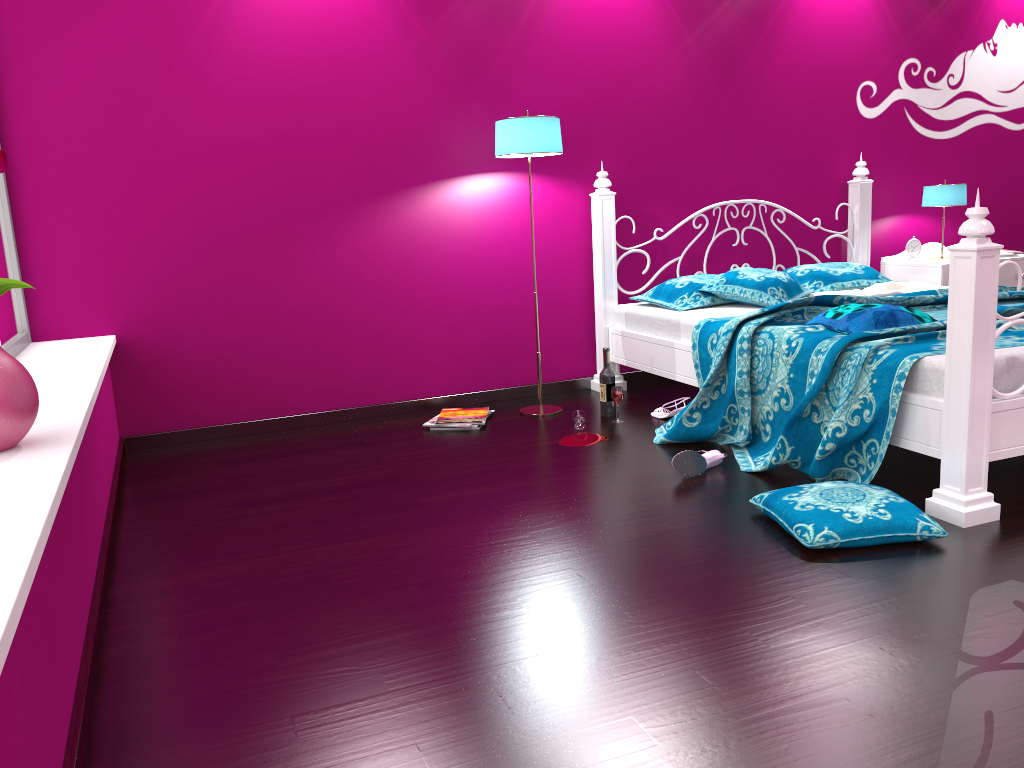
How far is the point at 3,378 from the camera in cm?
178

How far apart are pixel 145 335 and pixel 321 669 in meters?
2.4

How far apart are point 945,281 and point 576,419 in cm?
234

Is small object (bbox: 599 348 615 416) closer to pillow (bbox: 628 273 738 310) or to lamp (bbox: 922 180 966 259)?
pillow (bbox: 628 273 738 310)

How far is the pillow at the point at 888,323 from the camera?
3.1m

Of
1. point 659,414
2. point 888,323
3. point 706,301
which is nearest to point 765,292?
point 706,301

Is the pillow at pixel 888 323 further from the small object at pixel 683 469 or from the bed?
the small object at pixel 683 469

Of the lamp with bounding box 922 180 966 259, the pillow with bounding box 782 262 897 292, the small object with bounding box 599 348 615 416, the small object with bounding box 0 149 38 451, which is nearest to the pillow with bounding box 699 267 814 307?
the pillow with bounding box 782 262 897 292

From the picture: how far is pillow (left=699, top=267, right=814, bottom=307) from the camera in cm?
397

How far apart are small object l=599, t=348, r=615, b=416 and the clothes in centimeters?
118cm
